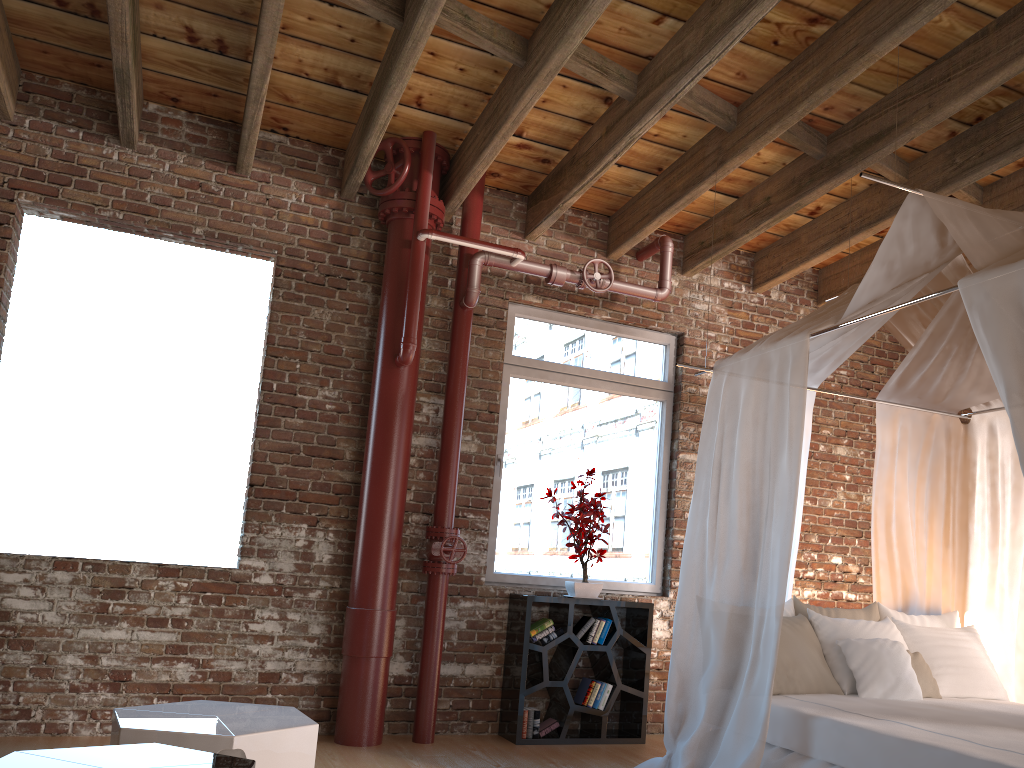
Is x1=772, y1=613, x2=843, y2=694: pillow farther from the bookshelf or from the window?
the window

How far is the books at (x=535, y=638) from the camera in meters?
5.0 m

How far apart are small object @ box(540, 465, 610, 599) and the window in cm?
14

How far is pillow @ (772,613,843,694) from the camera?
4.05m

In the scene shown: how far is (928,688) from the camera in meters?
4.2 m

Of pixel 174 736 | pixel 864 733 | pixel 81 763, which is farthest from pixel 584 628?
pixel 81 763

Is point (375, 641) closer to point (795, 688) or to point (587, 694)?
point (587, 694)

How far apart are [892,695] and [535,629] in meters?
1.9 m

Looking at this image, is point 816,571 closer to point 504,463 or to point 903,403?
point 903,403

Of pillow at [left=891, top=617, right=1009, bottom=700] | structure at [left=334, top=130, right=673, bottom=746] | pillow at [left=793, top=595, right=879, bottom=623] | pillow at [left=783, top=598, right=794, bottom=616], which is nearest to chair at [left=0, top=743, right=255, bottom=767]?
structure at [left=334, top=130, right=673, bottom=746]
